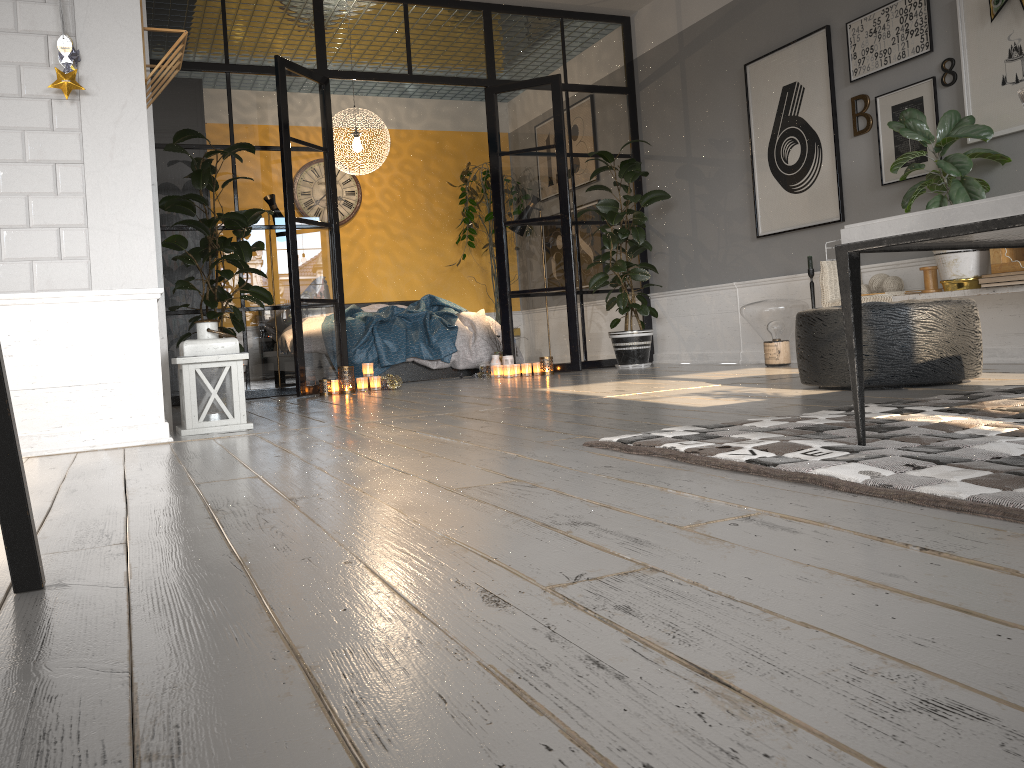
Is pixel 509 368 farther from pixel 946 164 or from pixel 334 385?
pixel 946 164

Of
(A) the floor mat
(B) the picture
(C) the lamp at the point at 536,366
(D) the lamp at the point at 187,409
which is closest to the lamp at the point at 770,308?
(B) the picture

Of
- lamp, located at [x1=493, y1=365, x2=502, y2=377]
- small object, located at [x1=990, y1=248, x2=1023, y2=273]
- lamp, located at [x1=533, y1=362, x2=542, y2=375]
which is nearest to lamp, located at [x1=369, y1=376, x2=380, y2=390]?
lamp, located at [x1=493, y1=365, x2=502, y2=377]

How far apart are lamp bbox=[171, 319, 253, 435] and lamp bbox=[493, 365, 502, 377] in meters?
3.2

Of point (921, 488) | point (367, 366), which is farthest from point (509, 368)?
point (921, 488)

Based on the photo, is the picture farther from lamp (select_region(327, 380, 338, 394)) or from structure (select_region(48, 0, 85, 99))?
structure (select_region(48, 0, 85, 99))

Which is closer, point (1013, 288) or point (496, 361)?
point (1013, 288)

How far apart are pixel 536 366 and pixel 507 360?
0.24m

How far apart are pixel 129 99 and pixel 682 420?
2.38m

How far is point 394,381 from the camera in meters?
6.2 m
